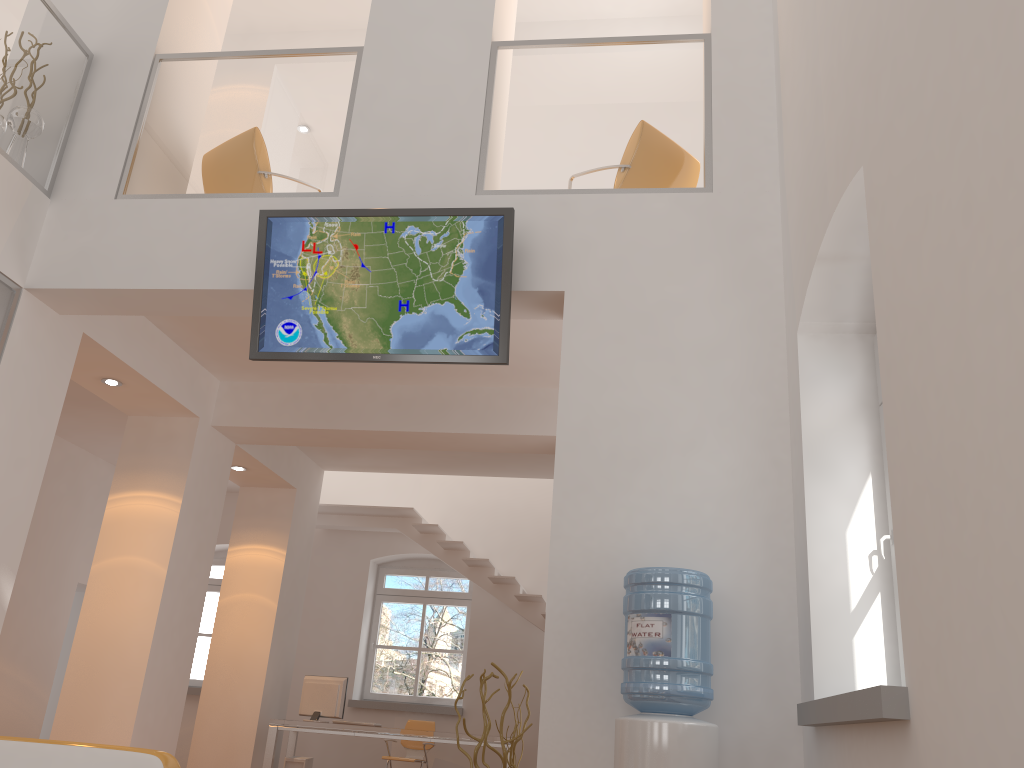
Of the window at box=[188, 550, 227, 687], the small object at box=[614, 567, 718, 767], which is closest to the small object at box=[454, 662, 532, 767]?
the small object at box=[614, 567, 718, 767]

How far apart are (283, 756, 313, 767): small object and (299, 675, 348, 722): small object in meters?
0.4 m

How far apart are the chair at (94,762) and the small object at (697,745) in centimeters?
165cm

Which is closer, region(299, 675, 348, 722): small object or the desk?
the desk

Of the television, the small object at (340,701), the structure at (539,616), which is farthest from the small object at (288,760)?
the television

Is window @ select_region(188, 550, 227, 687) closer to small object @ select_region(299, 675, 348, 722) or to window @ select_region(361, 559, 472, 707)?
window @ select_region(361, 559, 472, 707)

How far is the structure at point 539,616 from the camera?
9.7m

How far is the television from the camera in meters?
4.6 m

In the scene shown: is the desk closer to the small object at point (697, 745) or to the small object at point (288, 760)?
the small object at point (288, 760)

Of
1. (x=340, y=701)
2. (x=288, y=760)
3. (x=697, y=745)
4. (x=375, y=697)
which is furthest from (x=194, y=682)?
(x=697, y=745)
